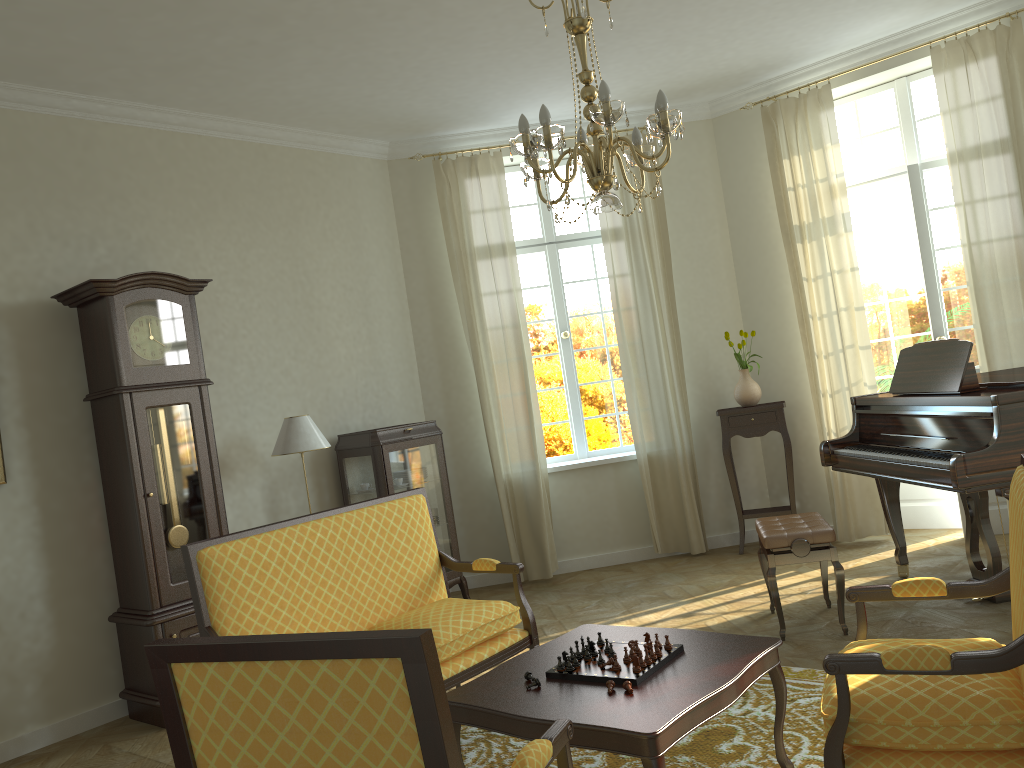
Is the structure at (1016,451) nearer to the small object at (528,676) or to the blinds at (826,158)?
the blinds at (826,158)

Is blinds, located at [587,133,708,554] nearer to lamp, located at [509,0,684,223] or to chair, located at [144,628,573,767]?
lamp, located at [509,0,684,223]

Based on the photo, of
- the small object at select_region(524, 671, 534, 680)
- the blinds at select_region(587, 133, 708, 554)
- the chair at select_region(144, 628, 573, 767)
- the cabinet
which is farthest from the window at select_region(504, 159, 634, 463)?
the chair at select_region(144, 628, 573, 767)

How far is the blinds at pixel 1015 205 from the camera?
5.8m

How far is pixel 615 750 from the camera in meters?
2.6 m

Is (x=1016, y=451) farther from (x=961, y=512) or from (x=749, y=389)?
(x=749, y=389)

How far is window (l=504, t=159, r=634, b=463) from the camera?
7.5m

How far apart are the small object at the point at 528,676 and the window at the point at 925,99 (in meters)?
5.29

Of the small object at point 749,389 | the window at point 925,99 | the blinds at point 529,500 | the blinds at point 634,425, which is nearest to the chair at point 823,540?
the blinds at point 634,425

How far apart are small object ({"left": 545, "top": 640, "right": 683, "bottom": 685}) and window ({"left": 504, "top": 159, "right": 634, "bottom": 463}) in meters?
4.2
